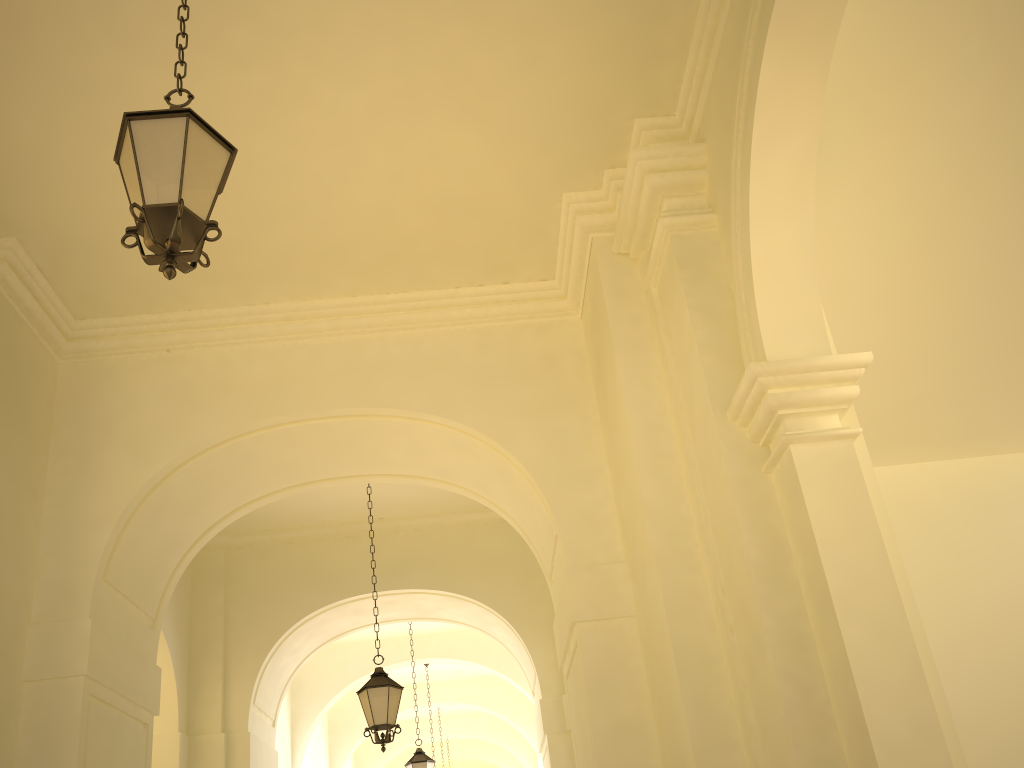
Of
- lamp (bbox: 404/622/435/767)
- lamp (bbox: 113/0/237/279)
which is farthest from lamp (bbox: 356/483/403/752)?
lamp (bbox: 113/0/237/279)

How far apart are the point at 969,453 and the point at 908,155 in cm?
651

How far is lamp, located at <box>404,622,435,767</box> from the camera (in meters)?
13.03

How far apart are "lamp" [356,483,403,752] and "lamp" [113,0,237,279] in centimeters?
609cm

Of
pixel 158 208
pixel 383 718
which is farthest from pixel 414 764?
pixel 158 208

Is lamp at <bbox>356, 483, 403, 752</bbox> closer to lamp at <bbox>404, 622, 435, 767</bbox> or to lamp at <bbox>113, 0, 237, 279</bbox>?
lamp at <bbox>404, 622, 435, 767</bbox>

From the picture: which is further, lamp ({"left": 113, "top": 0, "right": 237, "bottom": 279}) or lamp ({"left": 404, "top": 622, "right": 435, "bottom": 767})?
lamp ({"left": 404, "top": 622, "right": 435, "bottom": 767})

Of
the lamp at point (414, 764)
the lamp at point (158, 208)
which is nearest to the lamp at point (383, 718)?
the lamp at point (414, 764)

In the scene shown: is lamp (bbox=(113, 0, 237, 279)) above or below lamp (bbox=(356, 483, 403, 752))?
above

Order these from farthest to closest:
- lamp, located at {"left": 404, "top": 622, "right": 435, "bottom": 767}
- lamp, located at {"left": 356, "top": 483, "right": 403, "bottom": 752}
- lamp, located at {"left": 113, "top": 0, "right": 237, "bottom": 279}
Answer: lamp, located at {"left": 404, "top": 622, "right": 435, "bottom": 767}, lamp, located at {"left": 356, "top": 483, "right": 403, "bottom": 752}, lamp, located at {"left": 113, "top": 0, "right": 237, "bottom": 279}
